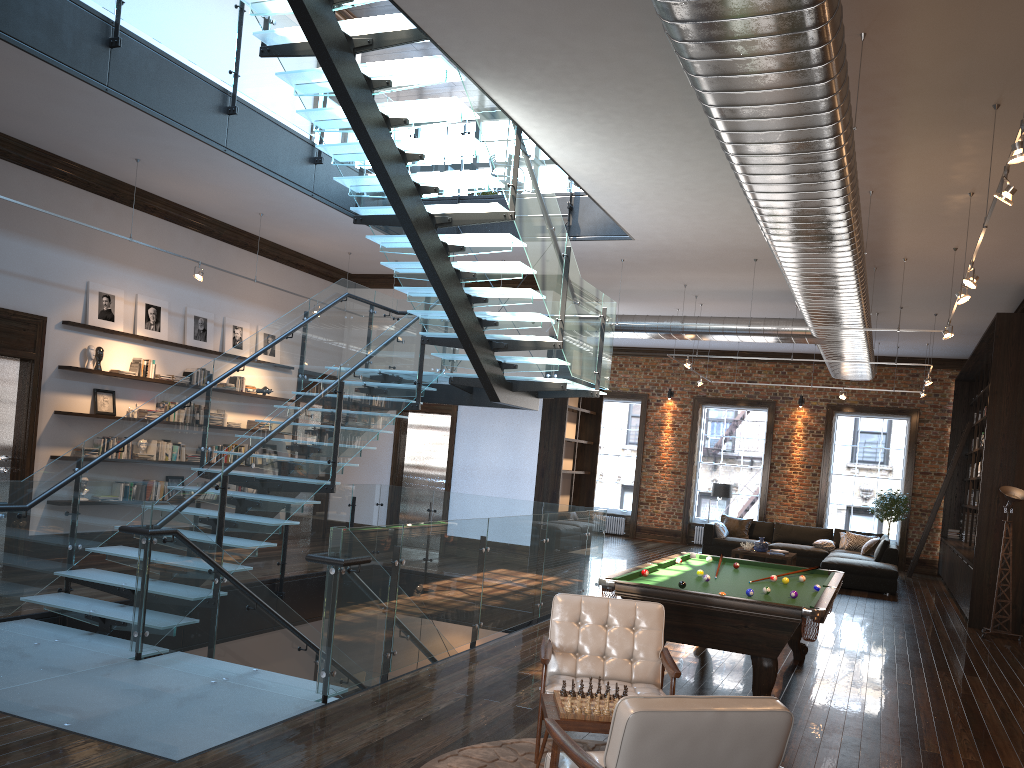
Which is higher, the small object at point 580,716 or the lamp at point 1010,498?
the lamp at point 1010,498

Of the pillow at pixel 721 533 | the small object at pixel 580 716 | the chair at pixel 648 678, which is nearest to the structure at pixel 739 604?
the chair at pixel 648 678

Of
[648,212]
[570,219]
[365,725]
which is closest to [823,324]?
[648,212]

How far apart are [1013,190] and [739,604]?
3.0m

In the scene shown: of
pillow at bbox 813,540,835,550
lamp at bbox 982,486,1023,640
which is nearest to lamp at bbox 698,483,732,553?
pillow at bbox 813,540,835,550

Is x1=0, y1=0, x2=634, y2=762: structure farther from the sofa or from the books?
the sofa

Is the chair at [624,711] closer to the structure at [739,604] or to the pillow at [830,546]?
the structure at [739,604]

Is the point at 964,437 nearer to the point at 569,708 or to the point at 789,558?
the point at 789,558

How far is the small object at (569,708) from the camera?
4.0m

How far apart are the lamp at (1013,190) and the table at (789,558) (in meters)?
10.72
